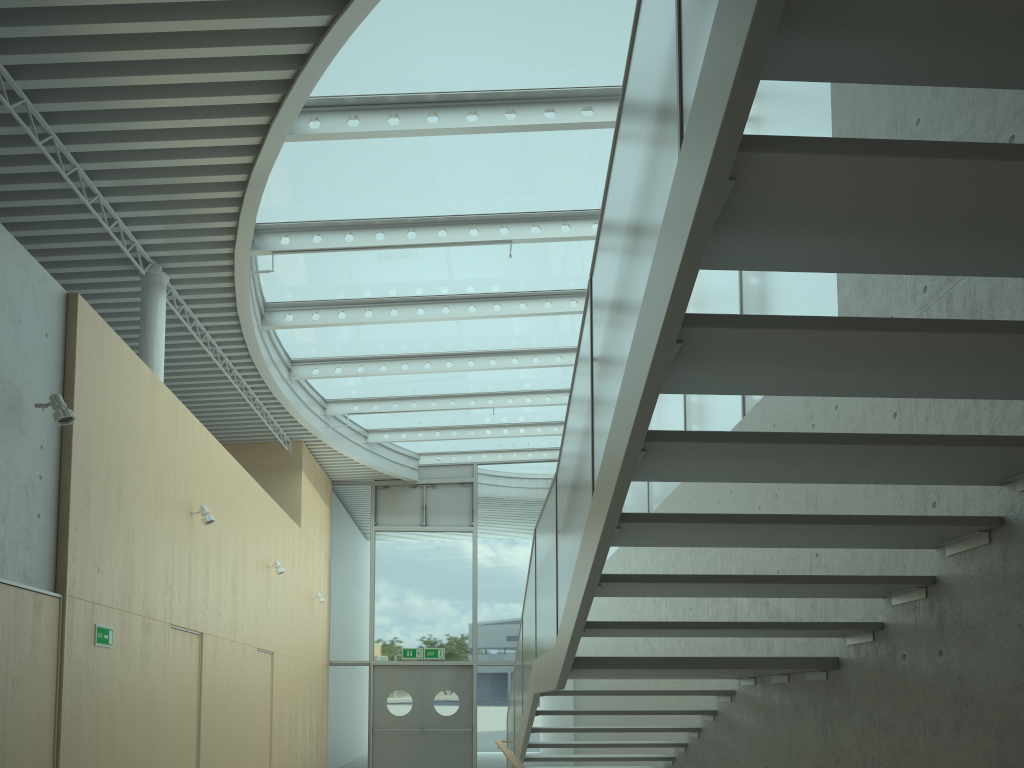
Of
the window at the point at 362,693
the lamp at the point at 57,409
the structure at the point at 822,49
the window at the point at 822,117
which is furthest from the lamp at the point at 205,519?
the window at the point at 362,693

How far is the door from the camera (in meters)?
15.16

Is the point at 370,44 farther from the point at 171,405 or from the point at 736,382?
the point at 736,382

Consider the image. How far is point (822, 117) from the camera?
5.58m

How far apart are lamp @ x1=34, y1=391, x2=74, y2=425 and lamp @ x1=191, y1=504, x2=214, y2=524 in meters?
2.9 m

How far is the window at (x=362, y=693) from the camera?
15.4 meters

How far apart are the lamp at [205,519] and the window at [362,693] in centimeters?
827cm

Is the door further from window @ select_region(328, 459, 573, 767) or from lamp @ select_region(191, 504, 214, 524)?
lamp @ select_region(191, 504, 214, 524)

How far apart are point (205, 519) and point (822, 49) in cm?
740

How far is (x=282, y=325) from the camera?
10.35m
